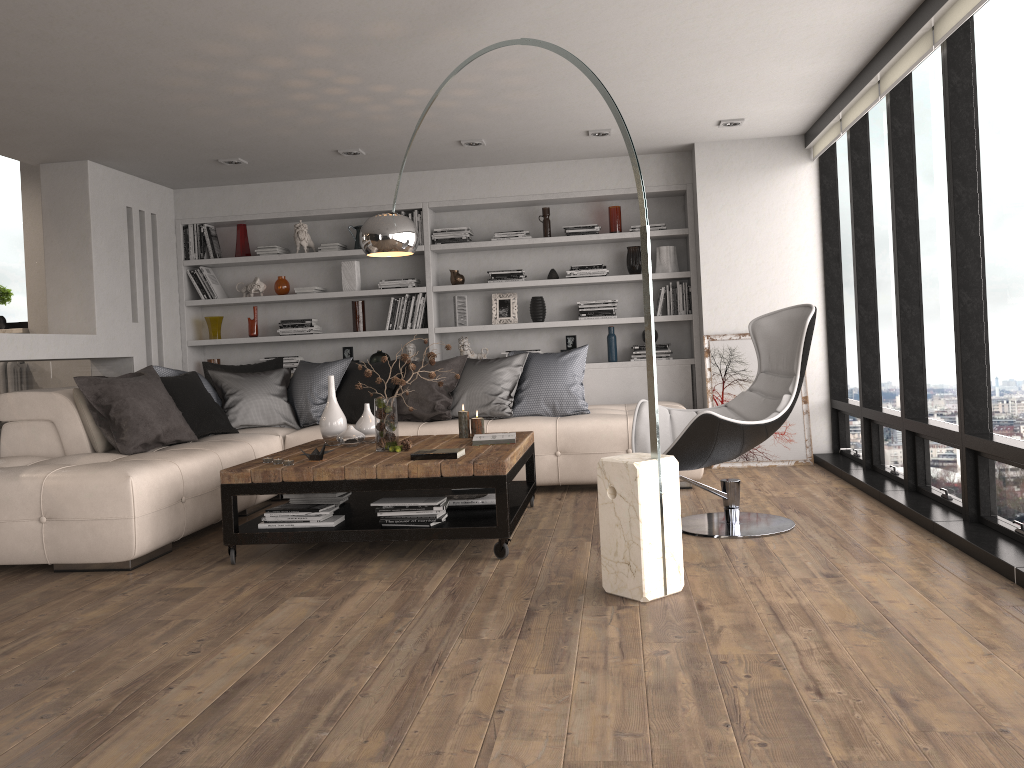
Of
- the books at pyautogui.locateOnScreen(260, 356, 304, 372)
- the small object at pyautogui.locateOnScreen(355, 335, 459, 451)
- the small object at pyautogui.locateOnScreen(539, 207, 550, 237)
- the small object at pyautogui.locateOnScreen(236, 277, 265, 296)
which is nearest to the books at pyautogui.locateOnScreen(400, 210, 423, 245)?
the small object at pyautogui.locateOnScreen(539, 207, 550, 237)

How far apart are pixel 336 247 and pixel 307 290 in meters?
0.4 m

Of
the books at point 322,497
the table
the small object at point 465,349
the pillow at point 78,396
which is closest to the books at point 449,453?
the table

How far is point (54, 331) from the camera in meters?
6.3 m

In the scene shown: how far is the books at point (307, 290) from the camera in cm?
736

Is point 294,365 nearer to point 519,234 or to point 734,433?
point 519,234

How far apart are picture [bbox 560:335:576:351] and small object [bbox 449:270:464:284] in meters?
1.0 m

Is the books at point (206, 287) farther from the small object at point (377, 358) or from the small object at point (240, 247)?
the small object at point (377, 358)

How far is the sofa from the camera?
4.1m

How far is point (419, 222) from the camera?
7.2 meters
